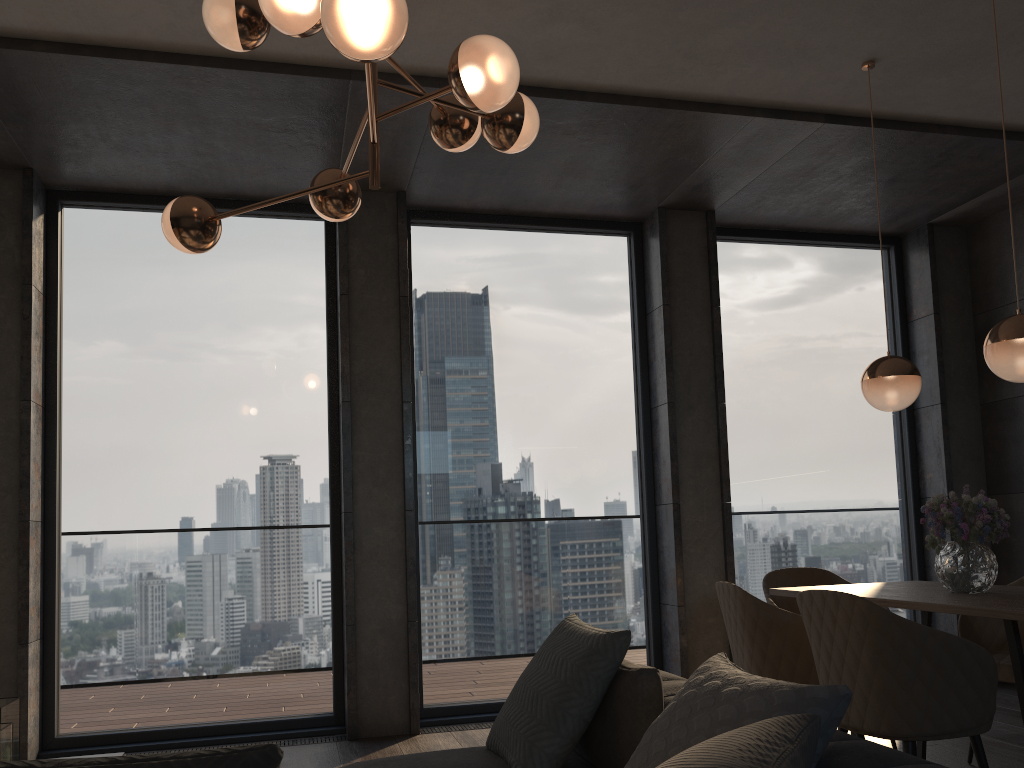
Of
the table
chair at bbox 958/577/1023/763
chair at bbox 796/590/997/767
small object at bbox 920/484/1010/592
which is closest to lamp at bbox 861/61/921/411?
small object at bbox 920/484/1010/592

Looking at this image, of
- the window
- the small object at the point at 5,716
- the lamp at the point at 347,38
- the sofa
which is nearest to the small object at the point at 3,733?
the small object at the point at 5,716

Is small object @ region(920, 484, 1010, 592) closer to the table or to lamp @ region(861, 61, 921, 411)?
the table

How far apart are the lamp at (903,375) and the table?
0.74m

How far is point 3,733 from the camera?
2.5m

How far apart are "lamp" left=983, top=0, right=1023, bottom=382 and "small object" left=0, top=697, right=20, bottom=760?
3.4 meters

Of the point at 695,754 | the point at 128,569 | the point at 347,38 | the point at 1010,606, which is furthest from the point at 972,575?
the point at 128,569

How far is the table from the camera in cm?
270

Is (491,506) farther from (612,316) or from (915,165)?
(915,165)

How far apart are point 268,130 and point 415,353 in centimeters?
155cm
